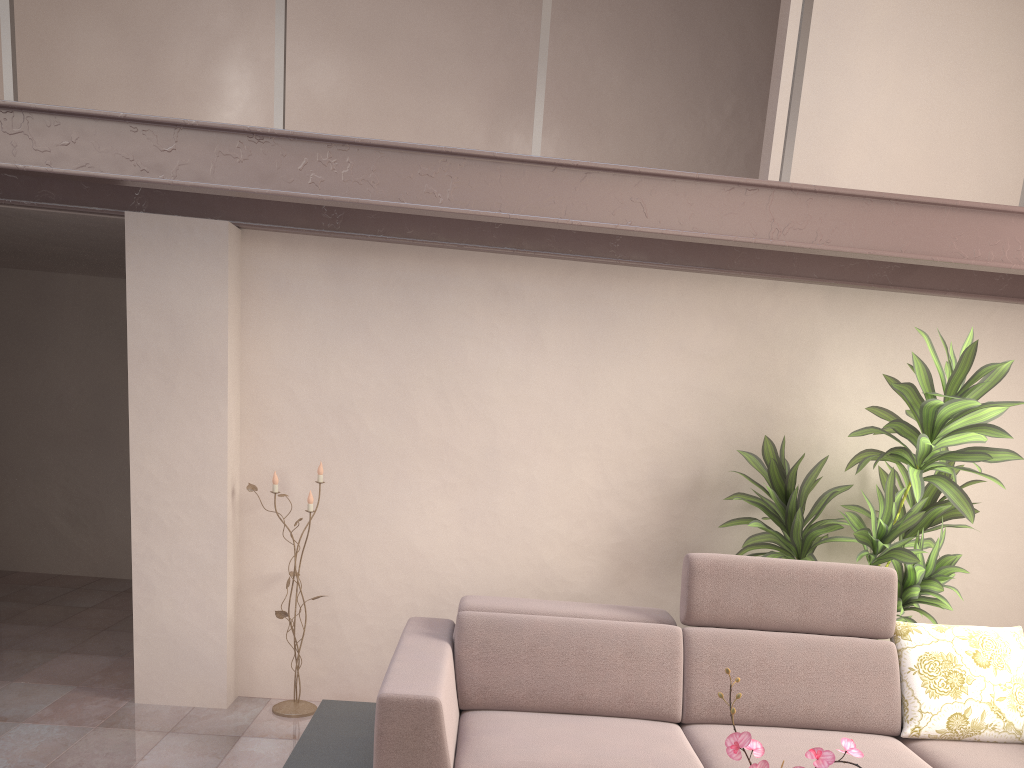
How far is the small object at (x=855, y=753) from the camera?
1.6 meters

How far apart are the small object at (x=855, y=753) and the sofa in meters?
1.0 m

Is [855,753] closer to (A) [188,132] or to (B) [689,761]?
(B) [689,761]

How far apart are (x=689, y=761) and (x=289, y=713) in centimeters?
203cm

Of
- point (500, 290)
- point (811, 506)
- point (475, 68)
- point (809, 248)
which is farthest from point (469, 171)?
point (475, 68)

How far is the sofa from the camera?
2.81m

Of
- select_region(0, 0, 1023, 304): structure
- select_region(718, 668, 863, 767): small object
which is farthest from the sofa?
select_region(0, 0, 1023, 304): structure

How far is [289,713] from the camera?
4.0 meters

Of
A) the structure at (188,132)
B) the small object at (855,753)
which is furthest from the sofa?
the structure at (188,132)

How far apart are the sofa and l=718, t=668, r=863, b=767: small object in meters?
1.0 m
